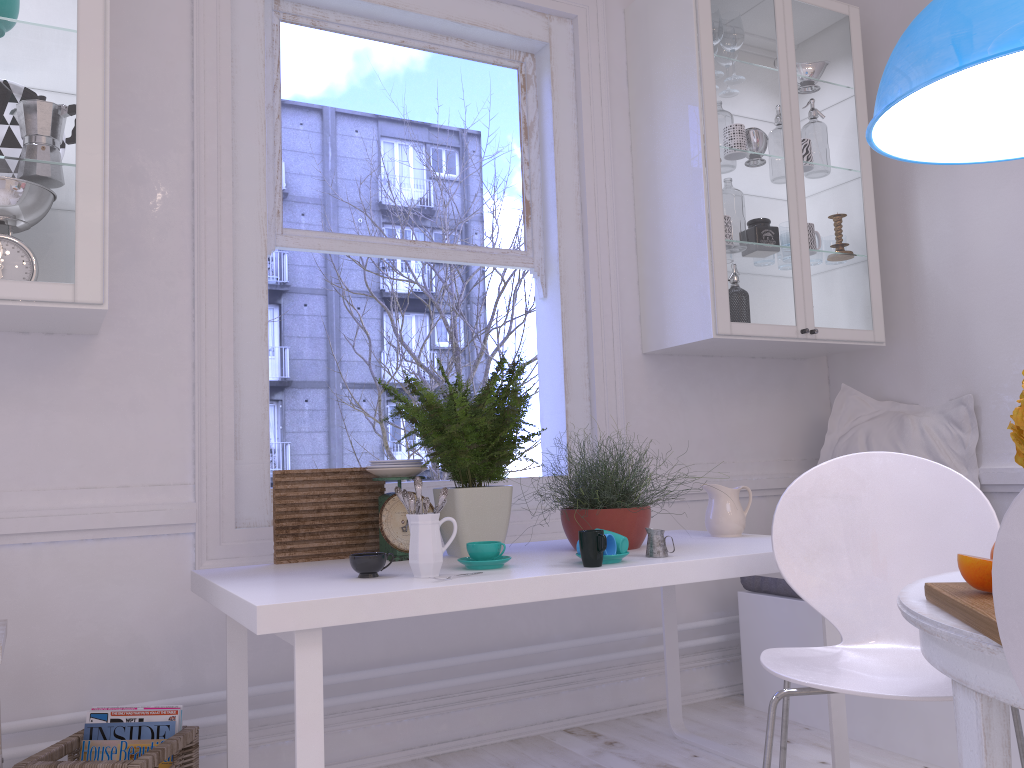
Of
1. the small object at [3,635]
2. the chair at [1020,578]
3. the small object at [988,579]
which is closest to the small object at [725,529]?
the small object at [988,579]

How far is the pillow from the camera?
3.1m

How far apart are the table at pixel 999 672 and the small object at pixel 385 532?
1.2m

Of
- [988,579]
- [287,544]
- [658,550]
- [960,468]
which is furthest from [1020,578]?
[960,468]

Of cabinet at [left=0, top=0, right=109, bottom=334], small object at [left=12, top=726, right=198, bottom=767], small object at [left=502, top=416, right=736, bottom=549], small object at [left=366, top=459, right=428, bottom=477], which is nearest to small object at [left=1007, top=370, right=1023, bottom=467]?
small object at [left=502, top=416, right=736, bottom=549]

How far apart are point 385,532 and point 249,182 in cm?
116

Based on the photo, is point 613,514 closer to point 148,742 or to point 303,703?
point 303,703

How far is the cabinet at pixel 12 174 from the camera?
1.96m

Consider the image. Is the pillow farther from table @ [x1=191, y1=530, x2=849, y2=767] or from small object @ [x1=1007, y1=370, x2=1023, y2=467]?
Result: small object @ [x1=1007, y1=370, x2=1023, y2=467]

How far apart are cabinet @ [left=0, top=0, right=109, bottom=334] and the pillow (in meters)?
2.54
